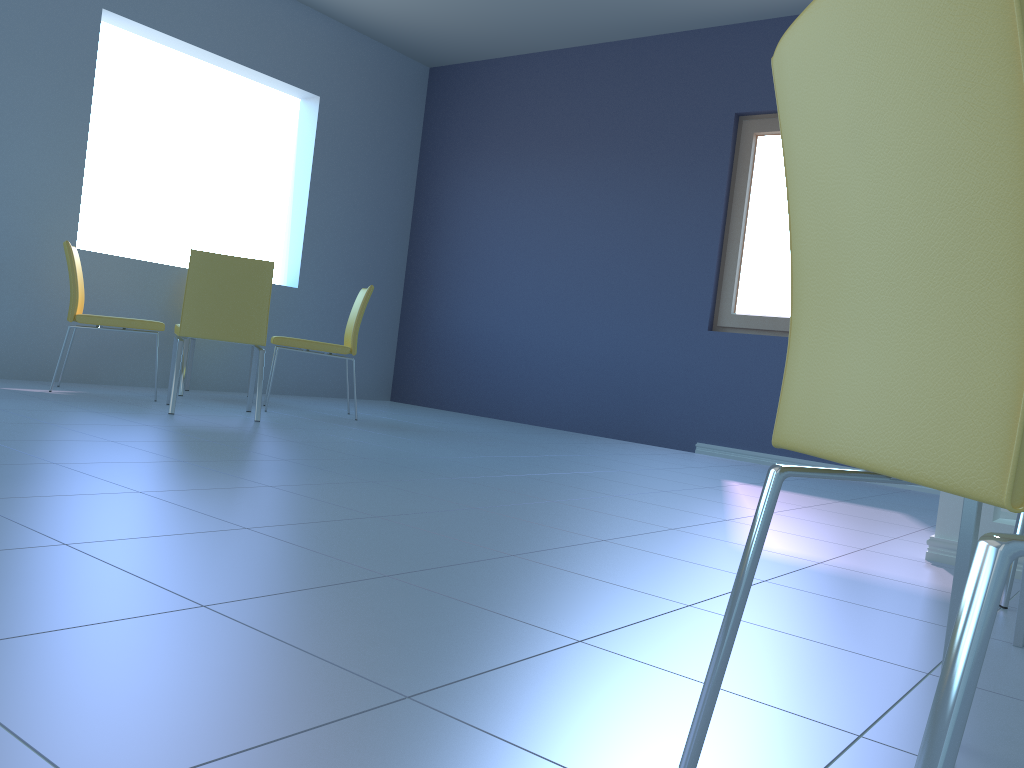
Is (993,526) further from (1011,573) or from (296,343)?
(296,343)

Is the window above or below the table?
above

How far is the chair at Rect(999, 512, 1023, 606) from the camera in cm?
183

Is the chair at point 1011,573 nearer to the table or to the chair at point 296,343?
the table

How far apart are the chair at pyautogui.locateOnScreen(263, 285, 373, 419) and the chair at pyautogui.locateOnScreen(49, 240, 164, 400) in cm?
52

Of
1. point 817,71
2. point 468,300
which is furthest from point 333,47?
point 817,71

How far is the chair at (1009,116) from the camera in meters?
0.5

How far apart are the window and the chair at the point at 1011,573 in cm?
316

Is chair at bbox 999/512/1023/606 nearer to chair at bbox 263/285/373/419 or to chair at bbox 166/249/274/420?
chair at bbox 166/249/274/420

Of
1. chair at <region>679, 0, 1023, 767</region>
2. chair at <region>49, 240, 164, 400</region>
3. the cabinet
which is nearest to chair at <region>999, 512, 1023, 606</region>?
the cabinet
